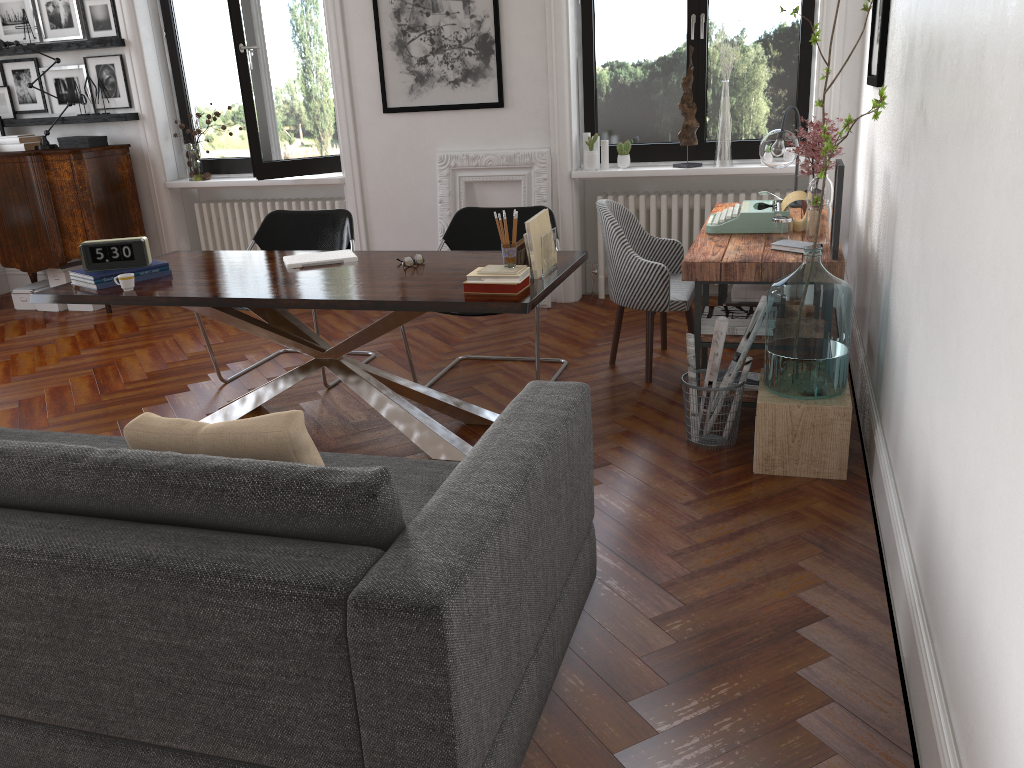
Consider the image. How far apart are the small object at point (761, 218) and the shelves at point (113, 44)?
4.7 meters

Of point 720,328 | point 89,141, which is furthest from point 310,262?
point 89,141

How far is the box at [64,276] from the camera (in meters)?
6.84

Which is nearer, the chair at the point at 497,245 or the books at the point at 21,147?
the chair at the point at 497,245

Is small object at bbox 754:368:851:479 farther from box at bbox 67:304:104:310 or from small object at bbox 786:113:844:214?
box at bbox 67:304:104:310

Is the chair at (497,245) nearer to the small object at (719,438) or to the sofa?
the small object at (719,438)

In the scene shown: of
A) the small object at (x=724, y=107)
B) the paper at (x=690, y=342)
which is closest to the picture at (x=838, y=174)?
the paper at (x=690, y=342)

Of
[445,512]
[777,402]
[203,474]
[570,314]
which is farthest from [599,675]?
[570,314]

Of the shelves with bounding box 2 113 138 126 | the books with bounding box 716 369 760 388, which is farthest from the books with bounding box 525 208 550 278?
the shelves with bounding box 2 113 138 126

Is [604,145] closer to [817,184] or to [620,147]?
[620,147]
